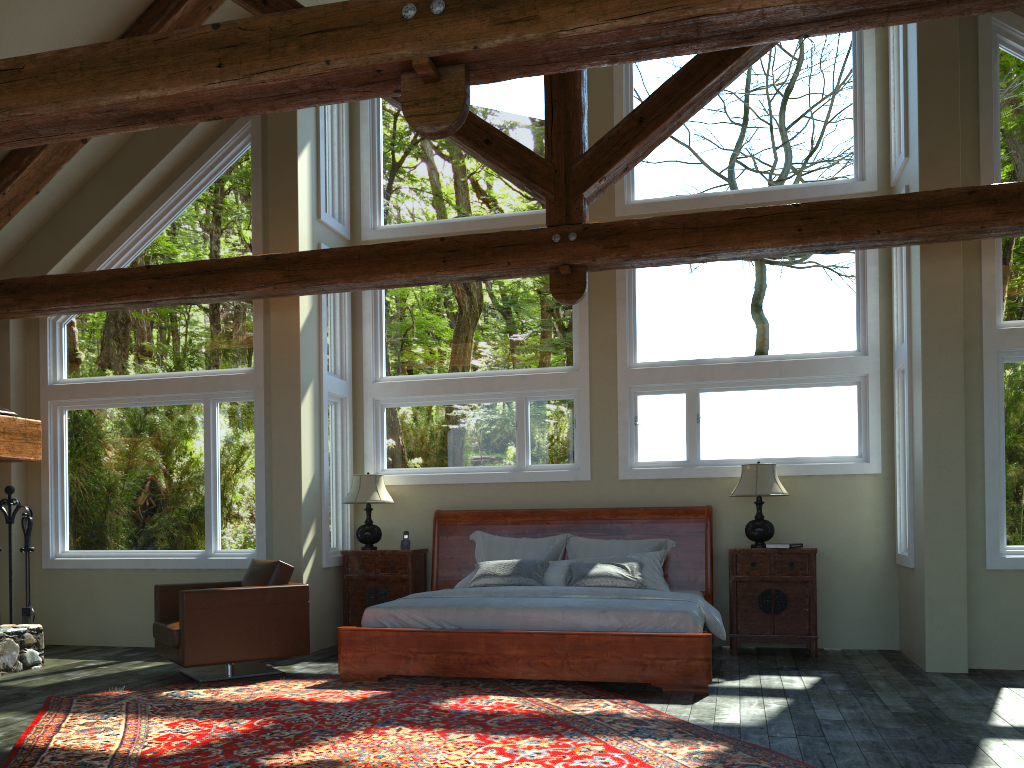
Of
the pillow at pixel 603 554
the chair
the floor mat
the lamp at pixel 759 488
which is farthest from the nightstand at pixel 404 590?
the lamp at pixel 759 488

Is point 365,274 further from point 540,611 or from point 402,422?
point 540,611

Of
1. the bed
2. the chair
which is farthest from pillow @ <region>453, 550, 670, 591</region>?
the chair

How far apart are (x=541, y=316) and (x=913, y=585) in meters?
4.2 m

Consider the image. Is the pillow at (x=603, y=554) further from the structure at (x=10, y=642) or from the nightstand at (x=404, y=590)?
the structure at (x=10, y=642)

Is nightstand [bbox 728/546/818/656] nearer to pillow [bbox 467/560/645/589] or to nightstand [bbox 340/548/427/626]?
pillow [bbox 467/560/645/589]

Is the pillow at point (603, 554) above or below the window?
below

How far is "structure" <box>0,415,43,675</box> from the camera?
7.1m

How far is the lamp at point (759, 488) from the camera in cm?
752

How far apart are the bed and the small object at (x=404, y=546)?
0.3m
